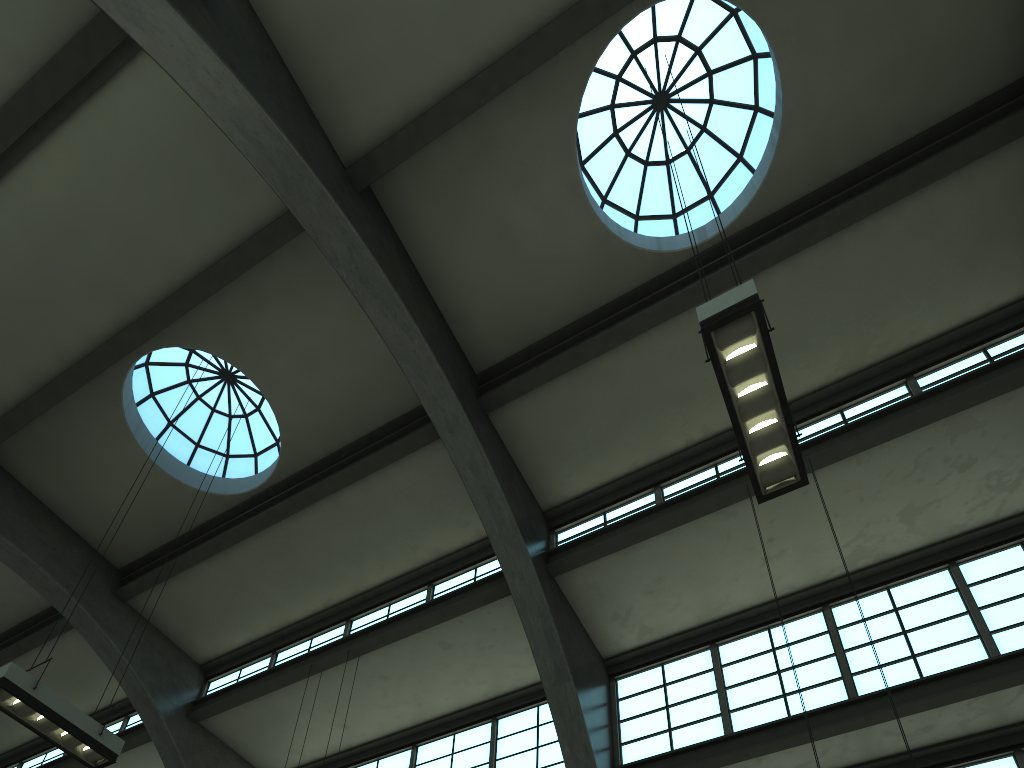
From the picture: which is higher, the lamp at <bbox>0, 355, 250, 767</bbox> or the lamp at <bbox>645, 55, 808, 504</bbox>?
the lamp at <bbox>0, 355, 250, 767</bbox>

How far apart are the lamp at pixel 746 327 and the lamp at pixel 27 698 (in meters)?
7.44

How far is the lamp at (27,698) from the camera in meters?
8.3

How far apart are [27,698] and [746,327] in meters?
8.0 m

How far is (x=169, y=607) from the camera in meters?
15.2 m

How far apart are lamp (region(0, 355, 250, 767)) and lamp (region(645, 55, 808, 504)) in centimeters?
744cm

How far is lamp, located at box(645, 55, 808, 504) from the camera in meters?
6.1

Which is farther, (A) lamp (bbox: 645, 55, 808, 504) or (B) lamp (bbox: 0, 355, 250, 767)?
(B) lamp (bbox: 0, 355, 250, 767)

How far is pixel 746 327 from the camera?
6.1m
